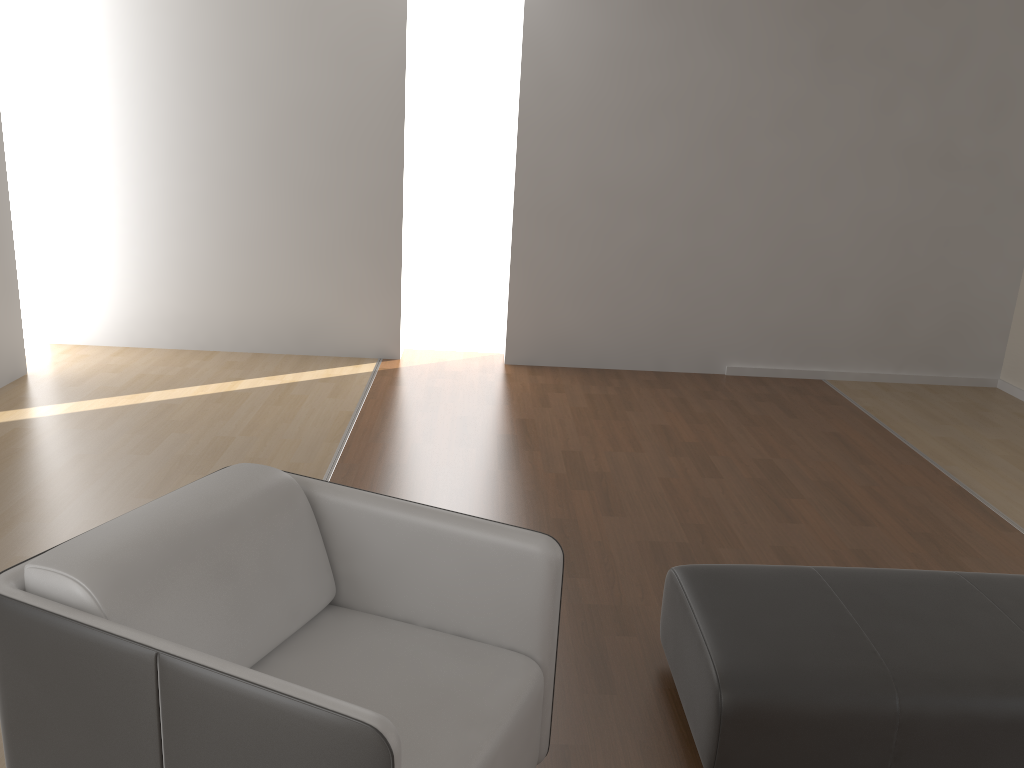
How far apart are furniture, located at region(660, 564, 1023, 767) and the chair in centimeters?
38cm

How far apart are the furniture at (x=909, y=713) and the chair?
0.38m

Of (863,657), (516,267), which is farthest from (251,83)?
(863,657)

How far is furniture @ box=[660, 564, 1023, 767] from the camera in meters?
2.1

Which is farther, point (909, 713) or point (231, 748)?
Answer: point (909, 713)

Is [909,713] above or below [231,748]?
below

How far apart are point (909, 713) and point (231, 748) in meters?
1.5

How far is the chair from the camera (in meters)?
1.47

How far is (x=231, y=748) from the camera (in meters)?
1.47

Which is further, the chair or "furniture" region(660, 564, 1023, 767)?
"furniture" region(660, 564, 1023, 767)
